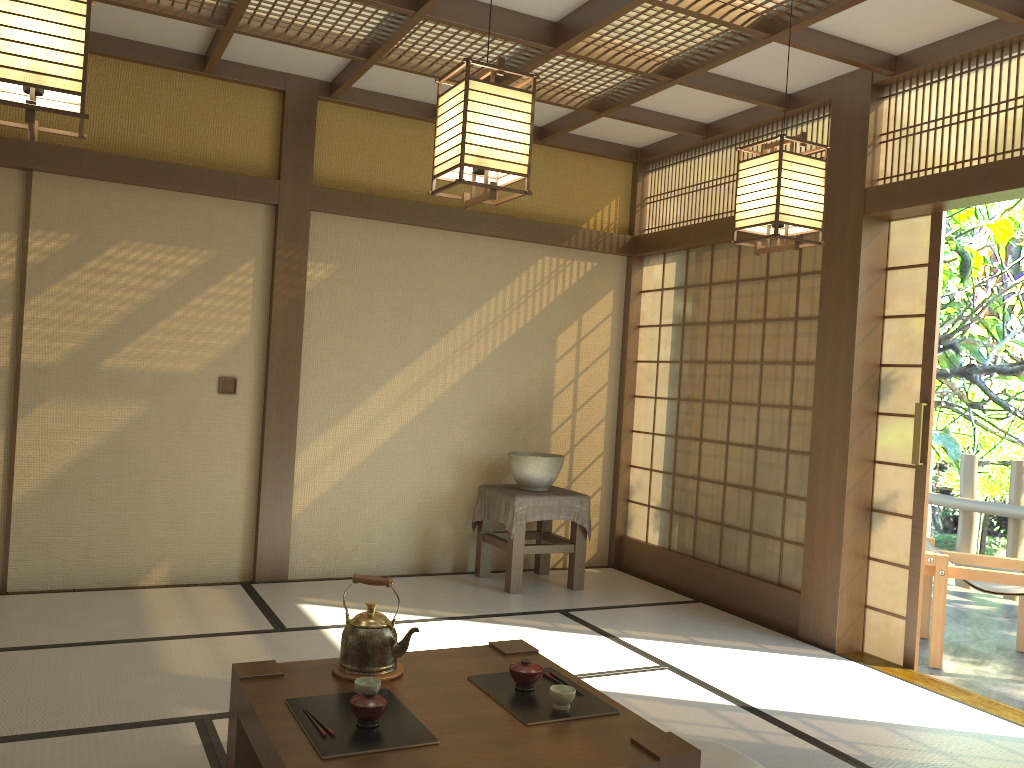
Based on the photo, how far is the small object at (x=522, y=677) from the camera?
2.6m

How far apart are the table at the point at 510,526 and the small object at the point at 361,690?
2.8m

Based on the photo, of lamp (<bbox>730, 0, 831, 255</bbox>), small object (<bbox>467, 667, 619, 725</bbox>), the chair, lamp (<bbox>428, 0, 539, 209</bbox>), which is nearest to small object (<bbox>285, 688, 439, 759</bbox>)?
small object (<bbox>467, 667, 619, 725</bbox>)

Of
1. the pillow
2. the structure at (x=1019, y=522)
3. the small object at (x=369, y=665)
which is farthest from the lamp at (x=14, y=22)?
the structure at (x=1019, y=522)

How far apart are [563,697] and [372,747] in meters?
0.6 m

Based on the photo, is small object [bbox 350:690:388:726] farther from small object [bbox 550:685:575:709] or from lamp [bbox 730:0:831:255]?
lamp [bbox 730:0:831:255]

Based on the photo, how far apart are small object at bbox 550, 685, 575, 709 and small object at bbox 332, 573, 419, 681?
0.5 meters

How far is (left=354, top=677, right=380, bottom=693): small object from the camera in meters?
2.5 m

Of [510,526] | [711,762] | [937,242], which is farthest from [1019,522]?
[711,762]

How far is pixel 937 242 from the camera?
4.3m
